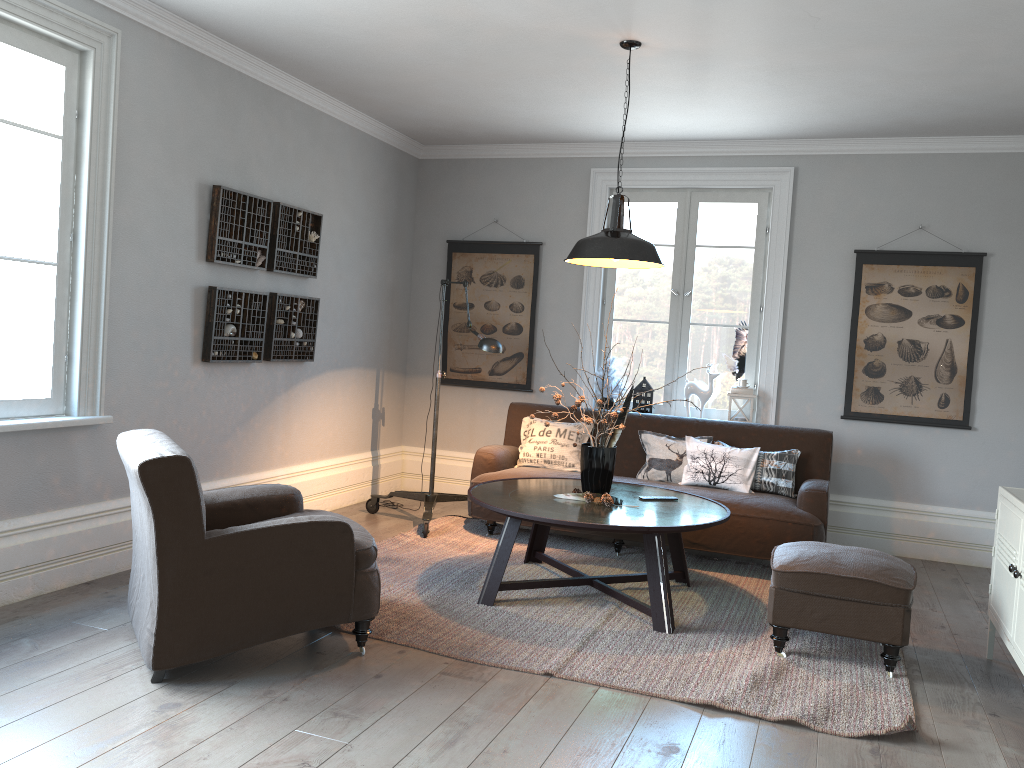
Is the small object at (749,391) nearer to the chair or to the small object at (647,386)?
the small object at (647,386)

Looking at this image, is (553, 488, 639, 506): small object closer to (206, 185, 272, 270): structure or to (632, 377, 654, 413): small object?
(632, 377, 654, 413): small object

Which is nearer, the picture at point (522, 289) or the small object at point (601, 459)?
the small object at point (601, 459)

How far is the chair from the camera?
3.00m

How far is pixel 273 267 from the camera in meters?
5.3

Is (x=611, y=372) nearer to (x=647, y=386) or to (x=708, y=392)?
(x=647, y=386)

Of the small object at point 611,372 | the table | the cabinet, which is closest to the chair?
the table

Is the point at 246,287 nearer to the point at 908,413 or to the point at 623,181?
the point at 623,181

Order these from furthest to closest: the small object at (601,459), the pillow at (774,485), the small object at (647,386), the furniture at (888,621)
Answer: the small object at (647,386) < the pillow at (774,485) < the small object at (601,459) < the furniture at (888,621)

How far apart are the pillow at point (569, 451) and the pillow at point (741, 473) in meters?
0.7
